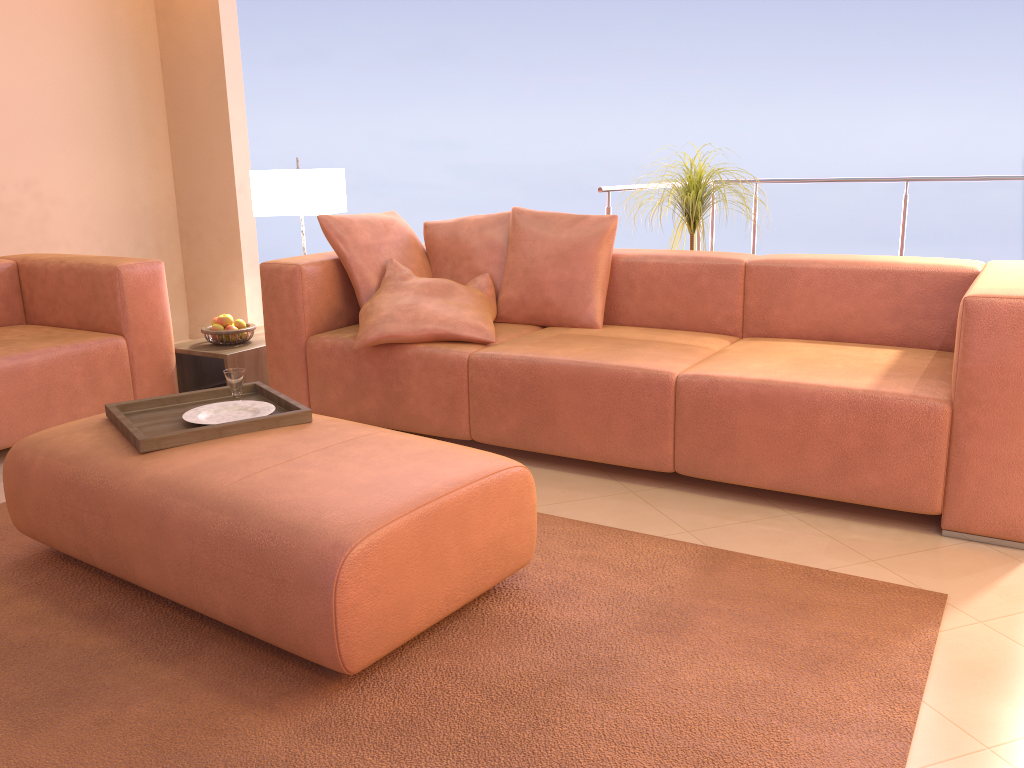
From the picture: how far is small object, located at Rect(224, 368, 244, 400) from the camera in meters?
2.5

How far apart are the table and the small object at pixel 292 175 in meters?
0.6 m

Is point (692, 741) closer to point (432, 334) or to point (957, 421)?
point (957, 421)

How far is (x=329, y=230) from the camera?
3.48m

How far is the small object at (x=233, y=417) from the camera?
2.39m

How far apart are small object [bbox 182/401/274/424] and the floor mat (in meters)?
0.45

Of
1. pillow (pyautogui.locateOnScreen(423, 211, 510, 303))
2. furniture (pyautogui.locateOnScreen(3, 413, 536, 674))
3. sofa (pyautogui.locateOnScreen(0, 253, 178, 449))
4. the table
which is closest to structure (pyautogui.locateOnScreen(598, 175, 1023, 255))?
pillow (pyautogui.locateOnScreen(423, 211, 510, 303))

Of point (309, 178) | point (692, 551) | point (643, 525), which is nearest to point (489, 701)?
point (692, 551)

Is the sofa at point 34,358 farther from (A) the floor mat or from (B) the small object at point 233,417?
(B) the small object at point 233,417

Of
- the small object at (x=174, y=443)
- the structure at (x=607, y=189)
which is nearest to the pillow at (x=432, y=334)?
the small object at (x=174, y=443)
